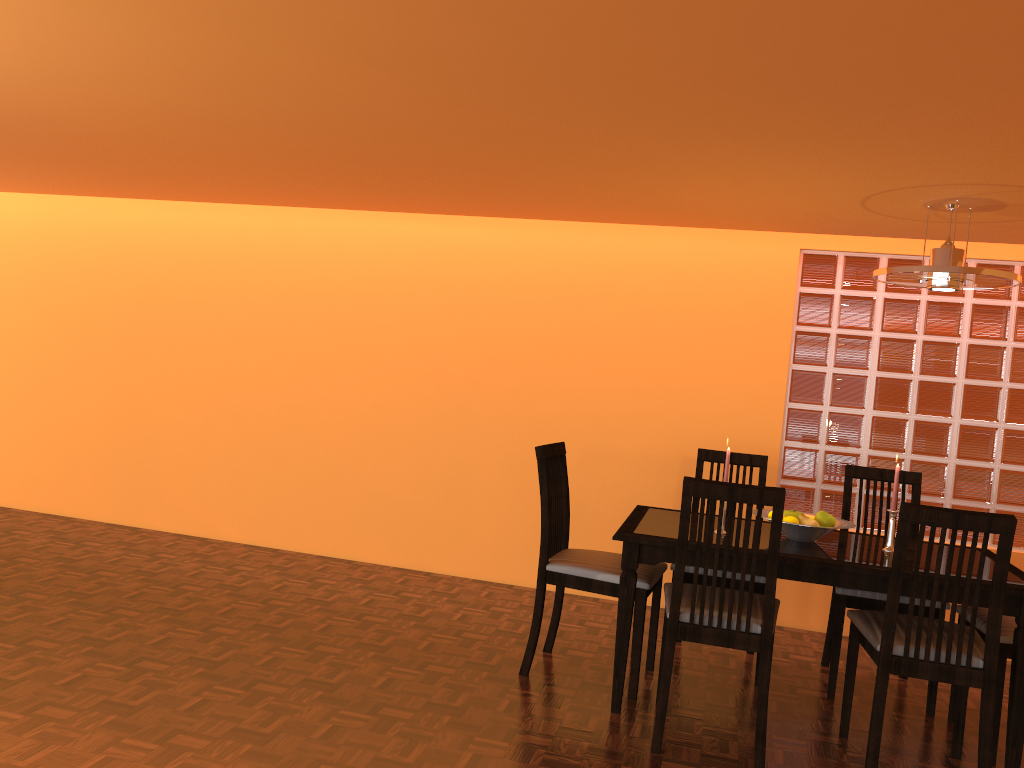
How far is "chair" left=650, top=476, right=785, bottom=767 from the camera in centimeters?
246cm

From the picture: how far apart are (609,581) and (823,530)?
0.7m

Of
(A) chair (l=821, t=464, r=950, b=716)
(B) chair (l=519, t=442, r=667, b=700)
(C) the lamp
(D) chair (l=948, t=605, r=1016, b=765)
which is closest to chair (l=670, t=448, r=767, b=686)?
(B) chair (l=519, t=442, r=667, b=700)

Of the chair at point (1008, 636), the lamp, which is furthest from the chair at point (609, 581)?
the lamp

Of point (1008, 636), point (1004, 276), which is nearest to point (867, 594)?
point (1008, 636)

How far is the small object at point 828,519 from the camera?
2.93m

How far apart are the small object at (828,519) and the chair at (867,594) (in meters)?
0.33

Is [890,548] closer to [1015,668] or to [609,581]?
[1015,668]

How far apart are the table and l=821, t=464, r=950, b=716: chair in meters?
0.2

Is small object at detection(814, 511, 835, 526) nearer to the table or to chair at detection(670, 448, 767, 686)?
the table
